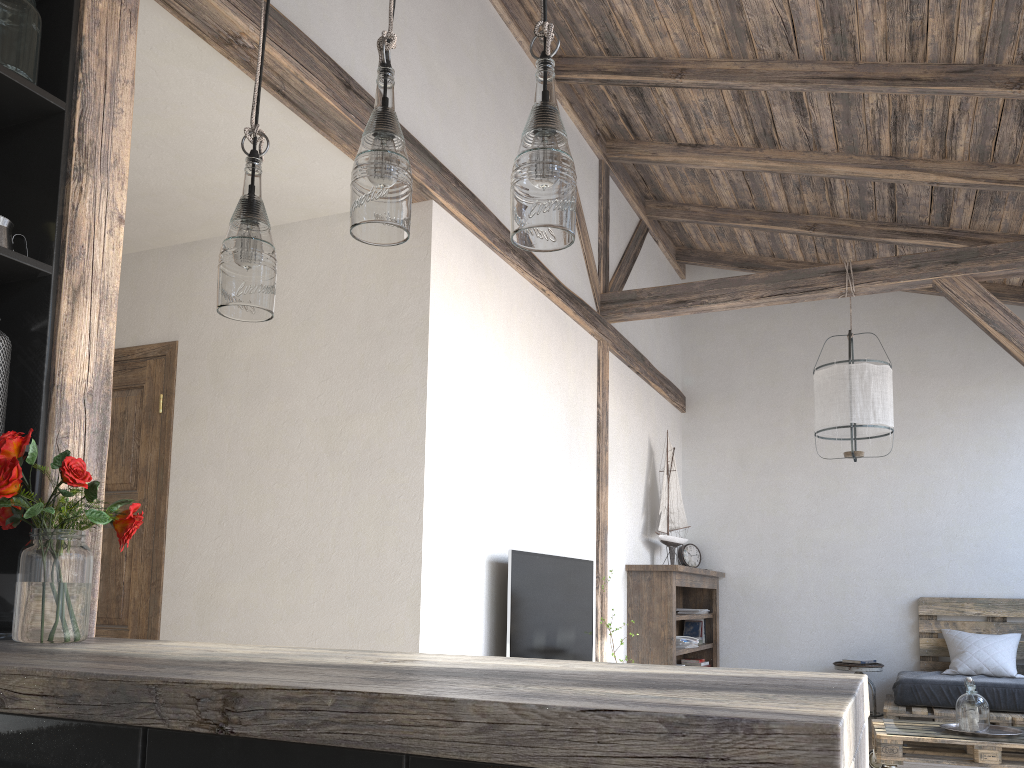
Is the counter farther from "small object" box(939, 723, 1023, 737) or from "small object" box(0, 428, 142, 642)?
"small object" box(939, 723, 1023, 737)

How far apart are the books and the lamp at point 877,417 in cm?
231

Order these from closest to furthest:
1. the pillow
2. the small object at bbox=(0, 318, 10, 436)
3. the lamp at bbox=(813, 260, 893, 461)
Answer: the small object at bbox=(0, 318, 10, 436) → the lamp at bbox=(813, 260, 893, 461) → the pillow

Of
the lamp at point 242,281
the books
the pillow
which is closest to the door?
the lamp at point 242,281

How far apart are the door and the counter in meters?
2.1 m

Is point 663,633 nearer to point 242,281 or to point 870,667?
point 870,667

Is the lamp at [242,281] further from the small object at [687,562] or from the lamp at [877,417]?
the small object at [687,562]

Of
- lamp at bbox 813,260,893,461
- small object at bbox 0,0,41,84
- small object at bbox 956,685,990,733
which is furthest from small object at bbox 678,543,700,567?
small object at bbox 0,0,41,84

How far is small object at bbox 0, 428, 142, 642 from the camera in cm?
164

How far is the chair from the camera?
6.1m
